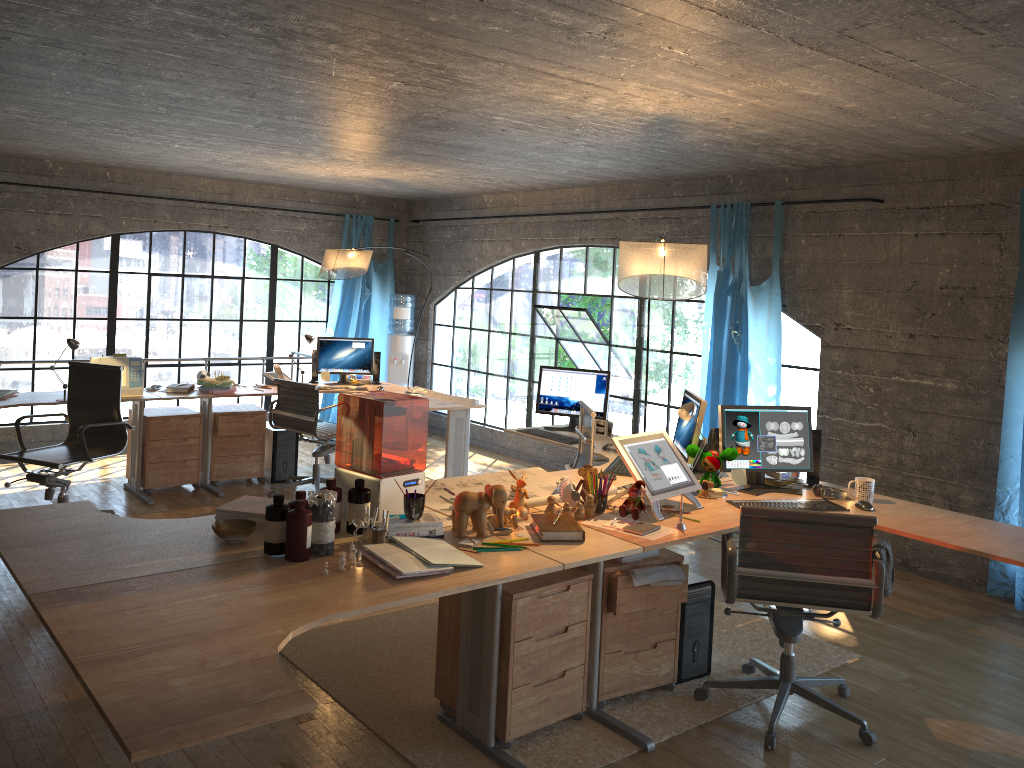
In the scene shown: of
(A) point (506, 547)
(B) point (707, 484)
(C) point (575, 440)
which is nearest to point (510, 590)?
(A) point (506, 547)

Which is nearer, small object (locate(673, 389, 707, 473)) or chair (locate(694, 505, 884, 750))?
chair (locate(694, 505, 884, 750))

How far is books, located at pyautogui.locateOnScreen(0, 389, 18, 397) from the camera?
5.8m

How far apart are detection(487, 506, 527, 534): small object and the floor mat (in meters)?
0.78

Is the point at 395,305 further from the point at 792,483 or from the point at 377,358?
the point at 792,483

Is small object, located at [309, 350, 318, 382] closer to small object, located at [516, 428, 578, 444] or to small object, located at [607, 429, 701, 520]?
small object, located at [516, 428, 578, 444]

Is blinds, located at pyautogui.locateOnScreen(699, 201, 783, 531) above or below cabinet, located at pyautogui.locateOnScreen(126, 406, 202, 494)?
above

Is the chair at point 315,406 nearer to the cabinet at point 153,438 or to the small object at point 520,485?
the cabinet at point 153,438

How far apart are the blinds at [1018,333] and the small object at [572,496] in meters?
2.8

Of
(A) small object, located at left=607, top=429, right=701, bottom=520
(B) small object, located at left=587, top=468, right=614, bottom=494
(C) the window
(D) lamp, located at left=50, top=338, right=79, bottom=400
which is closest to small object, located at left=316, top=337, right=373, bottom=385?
(C) the window
